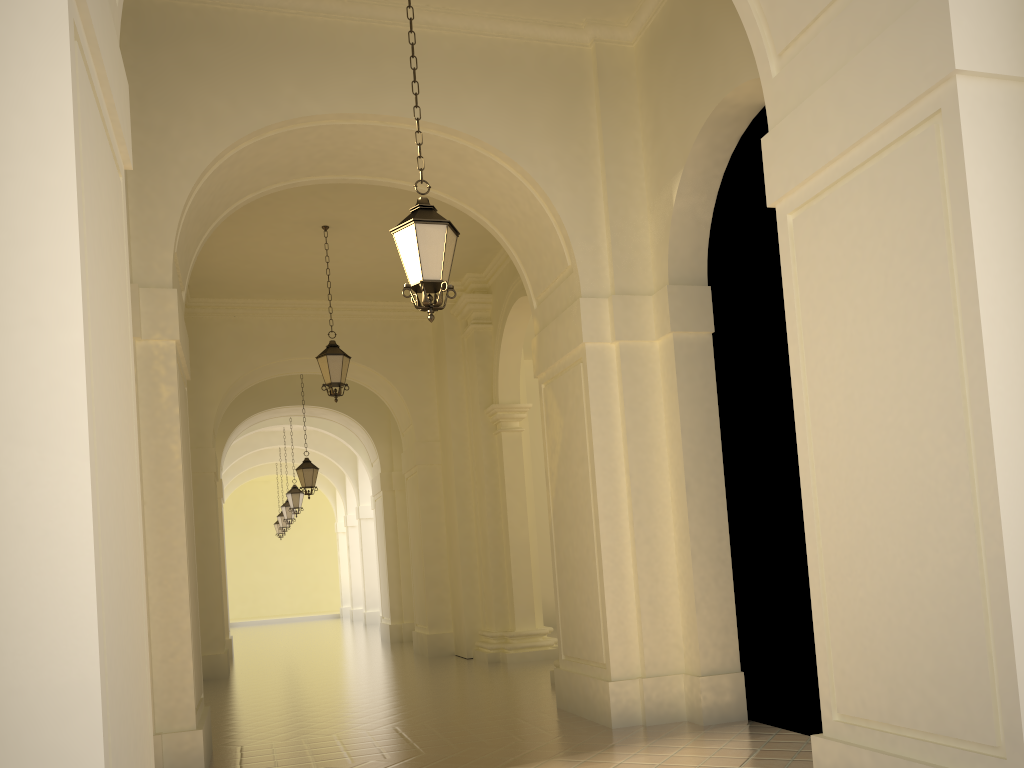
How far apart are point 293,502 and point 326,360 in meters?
11.5 m

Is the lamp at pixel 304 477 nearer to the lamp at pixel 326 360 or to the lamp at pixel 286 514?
the lamp at pixel 326 360

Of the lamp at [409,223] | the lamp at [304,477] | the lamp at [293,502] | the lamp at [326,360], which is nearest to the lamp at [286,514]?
the lamp at [293,502]

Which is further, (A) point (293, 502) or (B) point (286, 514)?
(B) point (286, 514)

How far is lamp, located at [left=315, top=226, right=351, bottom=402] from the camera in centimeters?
1246cm

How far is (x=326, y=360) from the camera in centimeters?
1246cm

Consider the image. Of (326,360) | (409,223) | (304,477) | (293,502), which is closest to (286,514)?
(293,502)

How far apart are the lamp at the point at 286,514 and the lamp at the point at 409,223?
21.60m

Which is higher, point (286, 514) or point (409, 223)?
point (409, 223)

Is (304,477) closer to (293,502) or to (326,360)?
(293,502)
